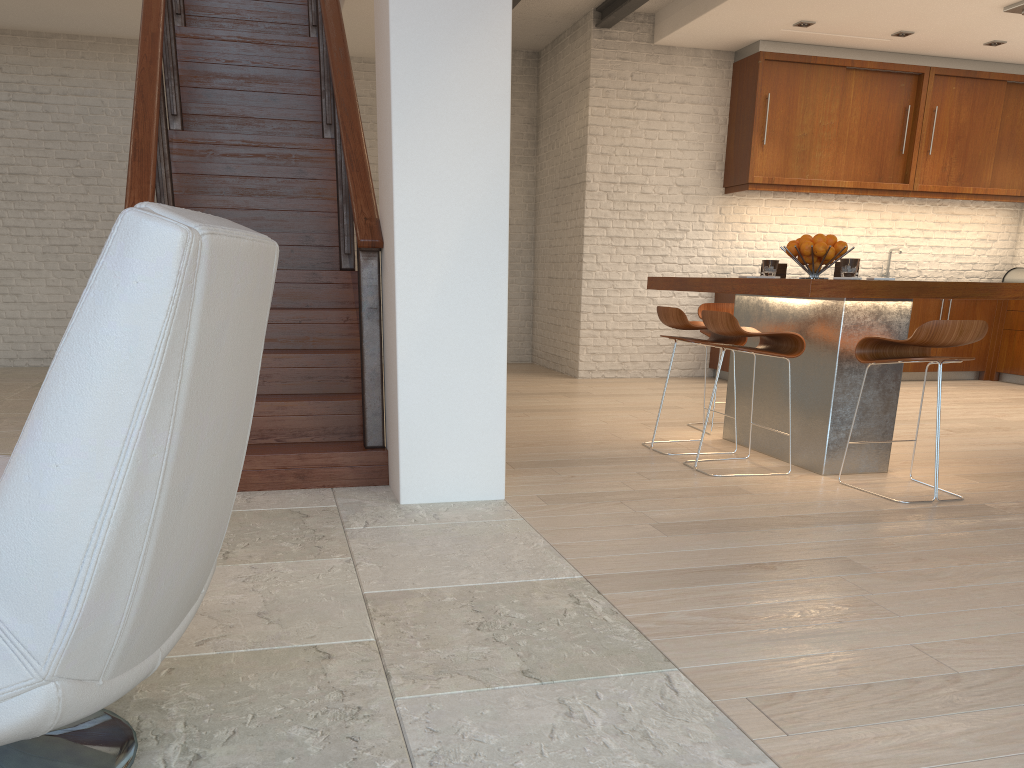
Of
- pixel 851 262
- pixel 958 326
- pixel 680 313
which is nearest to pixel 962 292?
pixel 958 326

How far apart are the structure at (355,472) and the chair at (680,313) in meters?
1.7

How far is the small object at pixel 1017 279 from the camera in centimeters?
885cm

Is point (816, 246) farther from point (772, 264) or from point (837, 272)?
point (772, 264)

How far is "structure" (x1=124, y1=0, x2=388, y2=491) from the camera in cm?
386

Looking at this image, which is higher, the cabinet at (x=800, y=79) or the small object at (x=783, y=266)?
the cabinet at (x=800, y=79)

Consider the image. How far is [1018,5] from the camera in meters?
6.5 m

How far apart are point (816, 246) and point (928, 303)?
4.6 meters

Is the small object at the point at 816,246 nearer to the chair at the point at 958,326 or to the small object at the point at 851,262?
the small object at the point at 851,262

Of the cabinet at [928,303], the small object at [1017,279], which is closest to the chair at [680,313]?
the cabinet at [928,303]
